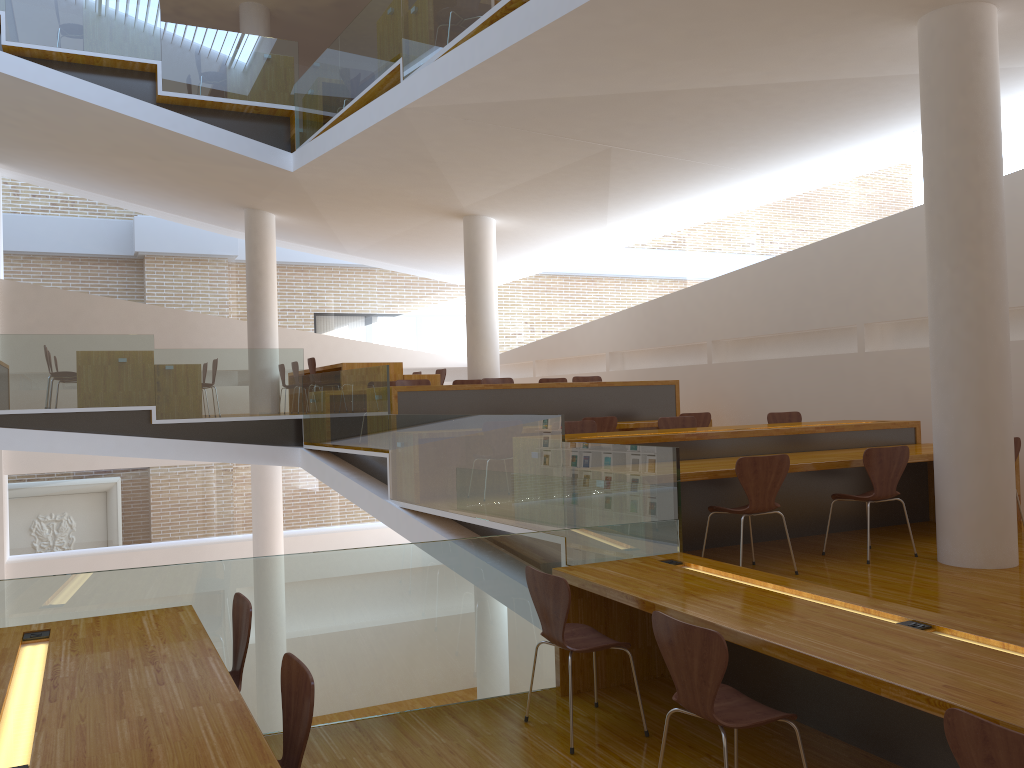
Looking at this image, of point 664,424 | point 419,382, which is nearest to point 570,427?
point 664,424

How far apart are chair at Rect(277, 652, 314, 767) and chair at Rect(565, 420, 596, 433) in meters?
4.4 m

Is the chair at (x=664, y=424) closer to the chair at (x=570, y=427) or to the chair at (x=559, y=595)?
the chair at (x=570, y=427)

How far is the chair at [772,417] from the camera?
7.7m

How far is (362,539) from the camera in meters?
15.1 m

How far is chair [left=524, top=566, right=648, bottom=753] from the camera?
3.6m

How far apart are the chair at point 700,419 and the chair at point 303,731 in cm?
657

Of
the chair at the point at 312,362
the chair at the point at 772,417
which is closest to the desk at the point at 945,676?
the chair at the point at 772,417

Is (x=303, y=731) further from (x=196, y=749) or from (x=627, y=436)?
(x=627, y=436)

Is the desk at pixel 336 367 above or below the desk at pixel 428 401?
above
